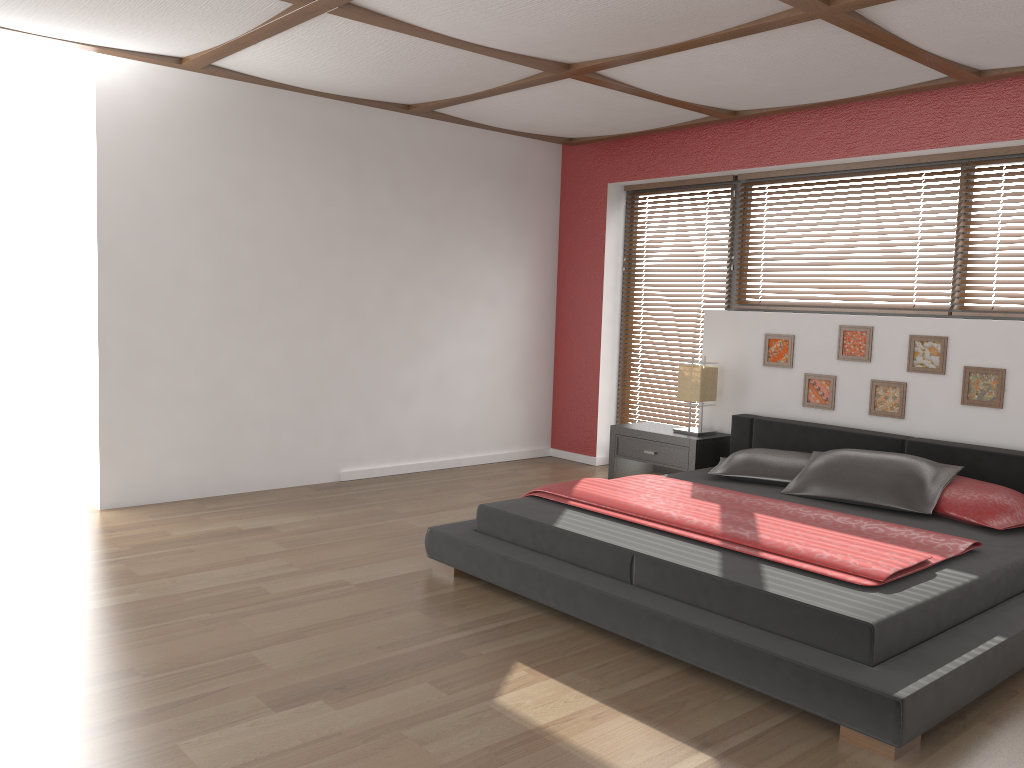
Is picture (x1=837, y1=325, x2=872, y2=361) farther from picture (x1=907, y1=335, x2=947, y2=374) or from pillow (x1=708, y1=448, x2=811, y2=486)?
pillow (x1=708, y1=448, x2=811, y2=486)

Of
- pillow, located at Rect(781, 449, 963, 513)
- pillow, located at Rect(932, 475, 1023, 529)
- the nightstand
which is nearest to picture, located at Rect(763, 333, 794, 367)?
the nightstand

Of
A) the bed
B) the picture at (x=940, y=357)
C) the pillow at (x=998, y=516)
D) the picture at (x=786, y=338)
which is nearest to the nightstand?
the bed

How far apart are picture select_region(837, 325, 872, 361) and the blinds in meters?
1.4

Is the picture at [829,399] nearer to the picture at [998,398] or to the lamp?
the lamp

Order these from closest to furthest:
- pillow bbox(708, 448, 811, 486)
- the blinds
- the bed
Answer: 1. the bed
2. pillow bbox(708, 448, 811, 486)
3. the blinds

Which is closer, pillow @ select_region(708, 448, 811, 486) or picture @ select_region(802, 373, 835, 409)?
pillow @ select_region(708, 448, 811, 486)

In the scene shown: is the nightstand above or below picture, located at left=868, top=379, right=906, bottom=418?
below

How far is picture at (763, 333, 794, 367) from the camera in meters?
5.3 m

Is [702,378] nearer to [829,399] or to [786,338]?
A: [786,338]
